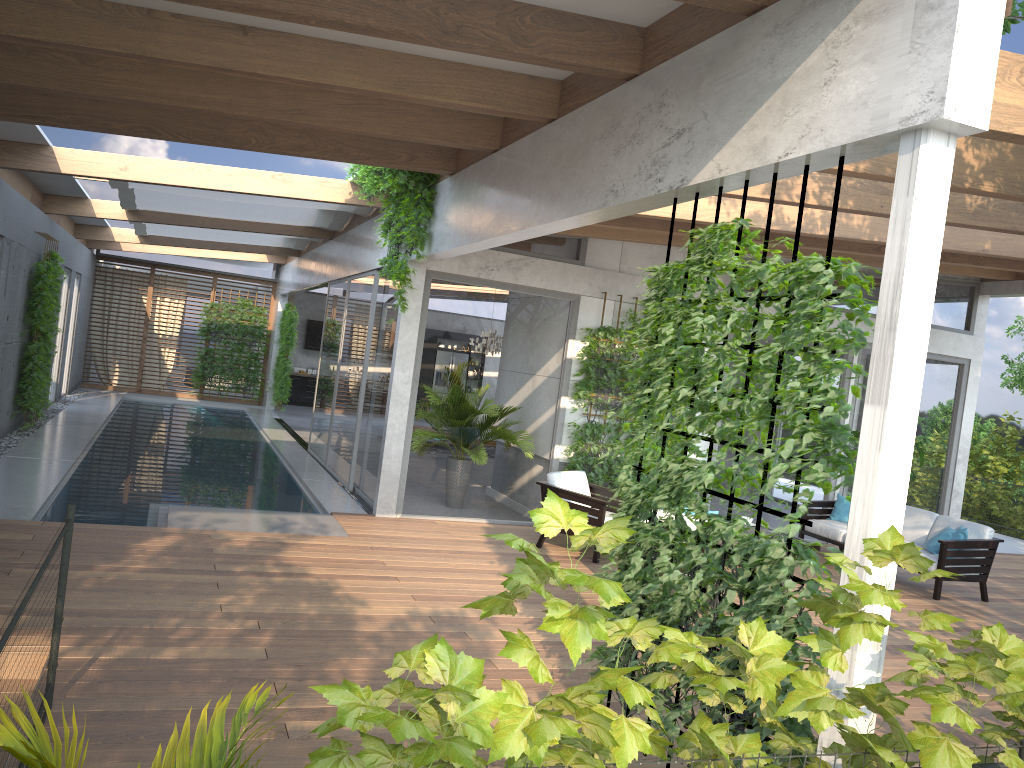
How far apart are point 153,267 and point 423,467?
14.1 meters

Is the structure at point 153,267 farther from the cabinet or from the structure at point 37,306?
the cabinet

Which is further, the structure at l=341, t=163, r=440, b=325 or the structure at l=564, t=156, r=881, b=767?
the structure at l=341, t=163, r=440, b=325

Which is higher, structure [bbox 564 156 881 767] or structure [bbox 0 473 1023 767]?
structure [bbox 564 156 881 767]

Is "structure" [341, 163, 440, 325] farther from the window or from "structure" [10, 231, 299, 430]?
"structure" [10, 231, 299, 430]

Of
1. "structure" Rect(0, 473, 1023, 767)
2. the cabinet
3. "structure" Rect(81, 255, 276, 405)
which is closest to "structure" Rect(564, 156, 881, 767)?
"structure" Rect(0, 473, 1023, 767)

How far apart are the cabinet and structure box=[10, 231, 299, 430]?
1.5 meters

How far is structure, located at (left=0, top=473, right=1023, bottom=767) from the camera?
2.9m

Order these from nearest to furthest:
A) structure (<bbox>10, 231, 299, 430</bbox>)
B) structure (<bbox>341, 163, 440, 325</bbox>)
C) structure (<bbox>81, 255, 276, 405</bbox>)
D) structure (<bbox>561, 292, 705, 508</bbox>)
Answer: structure (<bbox>341, 163, 440, 325</bbox>), structure (<bbox>561, 292, 705, 508</bbox>), structure (<bbox>10, 231, 299, 430</bbox>), structure (<bbox>81, 255, 276, 405</bbox>)

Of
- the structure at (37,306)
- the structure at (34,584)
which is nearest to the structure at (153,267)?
the structure at (37,306)
